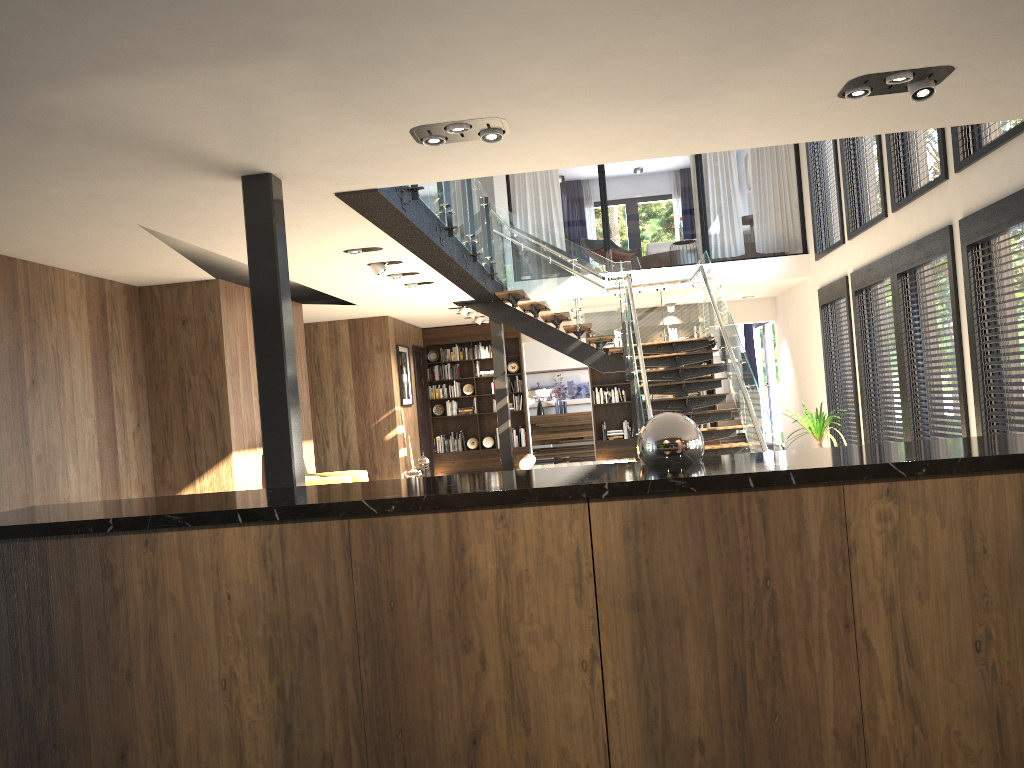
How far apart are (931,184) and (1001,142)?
1.36m

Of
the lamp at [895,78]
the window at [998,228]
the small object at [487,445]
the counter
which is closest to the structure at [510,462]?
the small object at [487,445]

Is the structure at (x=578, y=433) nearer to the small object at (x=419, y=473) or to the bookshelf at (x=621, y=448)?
the bookshelf at (x=621, y=448)

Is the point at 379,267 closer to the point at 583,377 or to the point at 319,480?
the point at 319,480

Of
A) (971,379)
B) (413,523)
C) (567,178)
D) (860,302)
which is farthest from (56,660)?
(567,178)

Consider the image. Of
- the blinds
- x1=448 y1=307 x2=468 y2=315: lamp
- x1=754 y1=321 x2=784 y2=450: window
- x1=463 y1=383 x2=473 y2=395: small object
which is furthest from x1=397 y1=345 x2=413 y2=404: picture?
the blinds

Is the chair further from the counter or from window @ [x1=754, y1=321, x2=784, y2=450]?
window @ [x1=754, y1=321, x2=784, y2=450]

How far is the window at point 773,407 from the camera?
16.6 meters

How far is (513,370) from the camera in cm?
1537

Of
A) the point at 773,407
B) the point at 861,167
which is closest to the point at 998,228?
the point at 861,167
